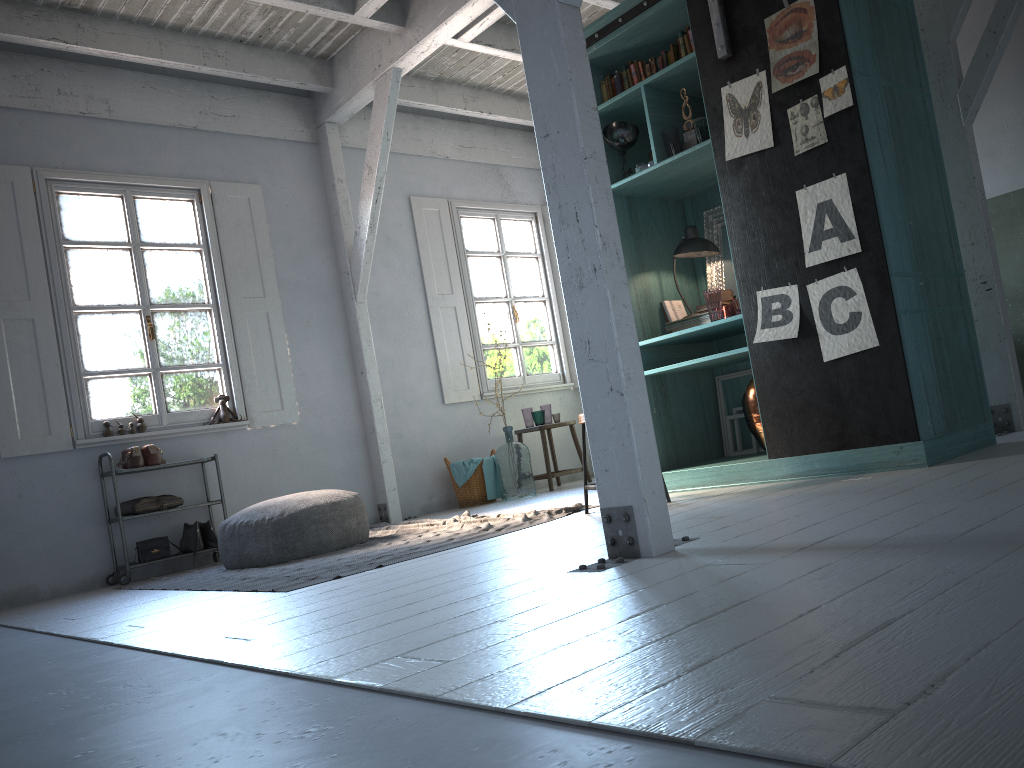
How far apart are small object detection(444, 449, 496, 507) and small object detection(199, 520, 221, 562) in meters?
2.5

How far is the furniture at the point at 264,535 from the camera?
6.28m

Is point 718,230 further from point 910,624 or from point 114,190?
point 114,190

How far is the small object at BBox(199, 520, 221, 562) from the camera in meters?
7.5

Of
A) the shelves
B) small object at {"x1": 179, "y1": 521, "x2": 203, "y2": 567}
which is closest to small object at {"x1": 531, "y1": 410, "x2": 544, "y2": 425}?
the shelves

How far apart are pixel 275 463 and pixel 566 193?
5.65m

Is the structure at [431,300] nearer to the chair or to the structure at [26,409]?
the chair

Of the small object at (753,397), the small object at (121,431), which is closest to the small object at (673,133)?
the small object at (753,397)

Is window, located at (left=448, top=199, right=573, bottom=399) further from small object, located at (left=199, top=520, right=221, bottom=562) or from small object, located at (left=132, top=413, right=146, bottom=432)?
small object, located at (left=132, top=413, right=146, bottom=432)

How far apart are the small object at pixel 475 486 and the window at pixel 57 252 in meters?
2.3
